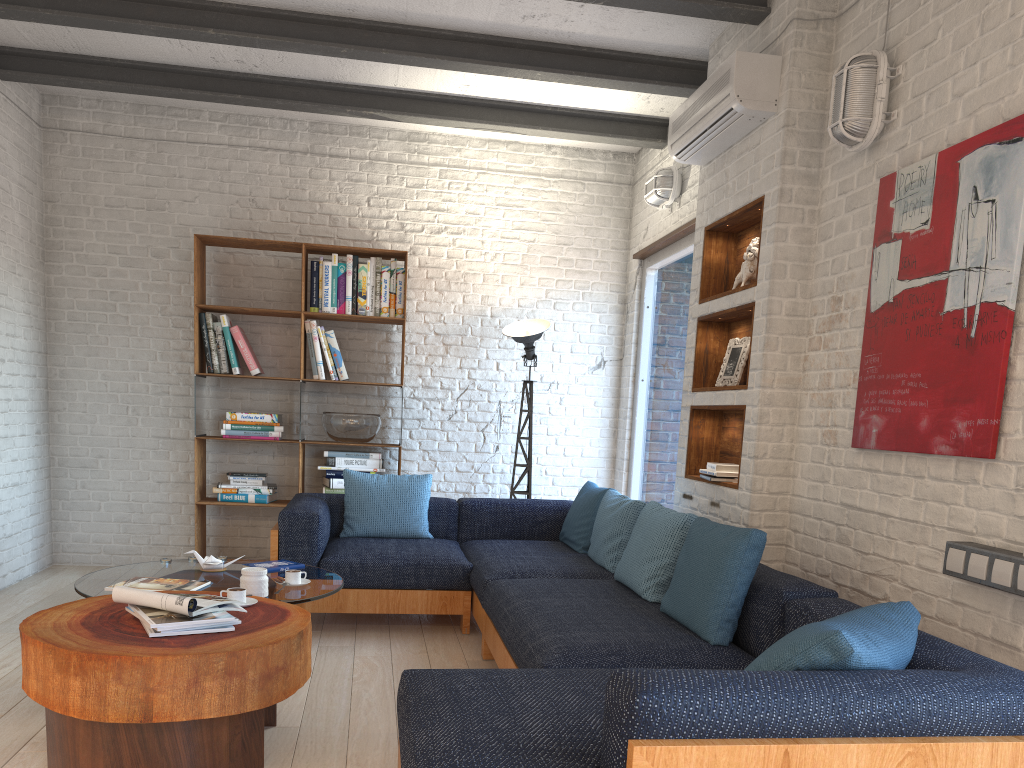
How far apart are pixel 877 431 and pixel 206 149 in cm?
484

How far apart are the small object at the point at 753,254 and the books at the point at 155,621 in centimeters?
269cm

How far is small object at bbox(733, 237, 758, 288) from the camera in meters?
4.1

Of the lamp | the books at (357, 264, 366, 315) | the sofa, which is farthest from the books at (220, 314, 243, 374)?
the lamp

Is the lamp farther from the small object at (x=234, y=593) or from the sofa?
the small object at (x=234, y=593)

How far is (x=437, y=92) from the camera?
5.54m

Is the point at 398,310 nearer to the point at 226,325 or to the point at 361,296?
the point at 361,296

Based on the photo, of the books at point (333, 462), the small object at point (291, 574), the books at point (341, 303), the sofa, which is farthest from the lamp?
the small object at point (291, 574)

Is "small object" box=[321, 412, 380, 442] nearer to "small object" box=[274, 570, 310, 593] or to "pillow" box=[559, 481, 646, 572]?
"pillow" box=[559, 481, 646, 572]

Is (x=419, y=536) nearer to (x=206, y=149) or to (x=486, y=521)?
(x=486, y=521)
